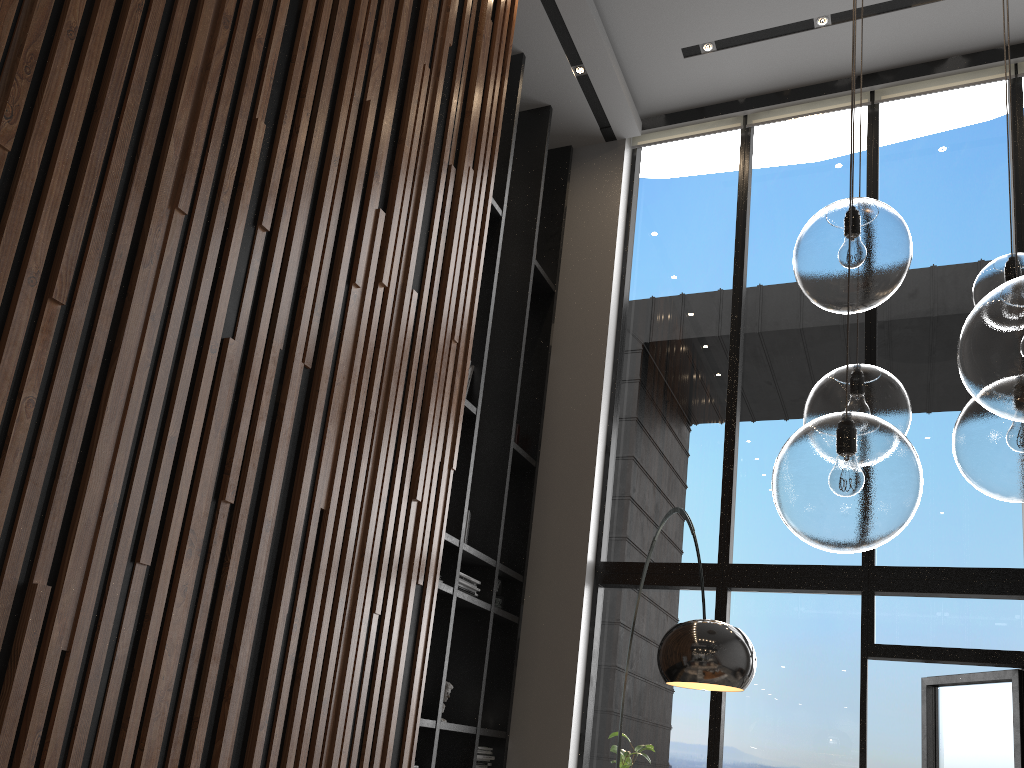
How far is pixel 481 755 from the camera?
5.2 meters

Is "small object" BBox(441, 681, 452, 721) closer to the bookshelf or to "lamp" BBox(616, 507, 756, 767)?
the bookshelf

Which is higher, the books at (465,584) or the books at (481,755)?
the books at (465,584)

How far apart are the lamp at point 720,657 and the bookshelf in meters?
1.7

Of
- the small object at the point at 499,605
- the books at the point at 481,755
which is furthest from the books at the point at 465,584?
the books at the point at 481,755

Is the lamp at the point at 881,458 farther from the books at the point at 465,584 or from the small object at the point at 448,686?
the small object at the point at 448,686

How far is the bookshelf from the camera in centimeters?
501cm

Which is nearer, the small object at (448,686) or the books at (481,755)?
the small object at (448,686)

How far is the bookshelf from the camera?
5.01m

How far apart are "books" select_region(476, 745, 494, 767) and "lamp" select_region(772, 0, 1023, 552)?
3.82m
